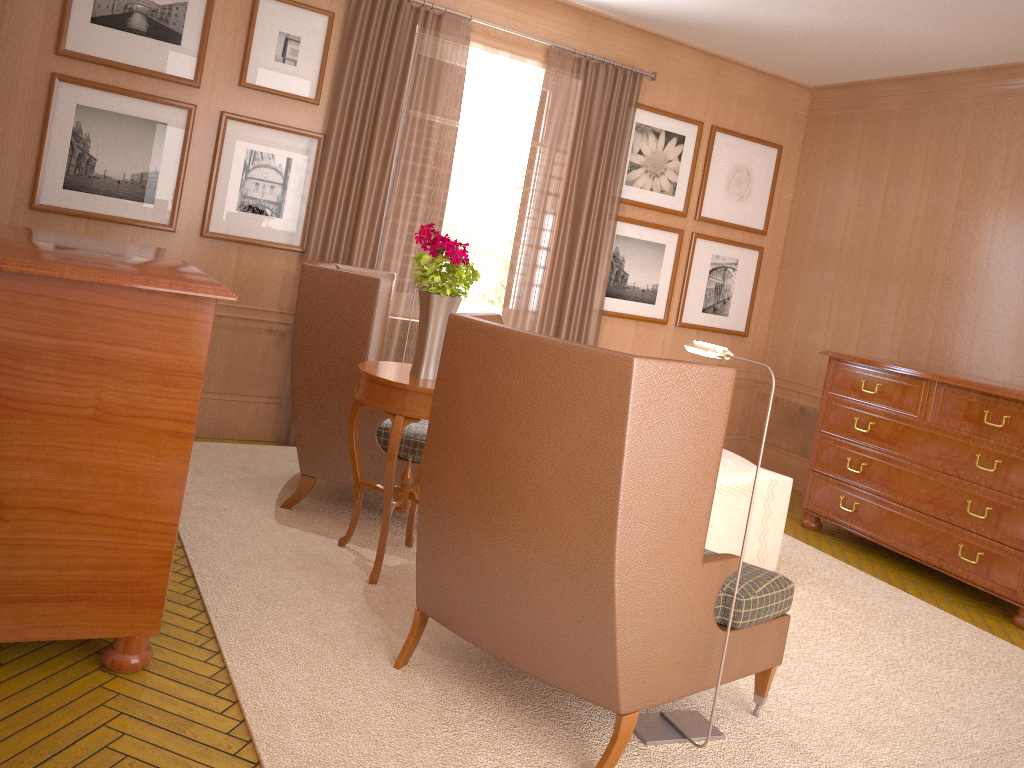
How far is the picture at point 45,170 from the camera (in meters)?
7.81

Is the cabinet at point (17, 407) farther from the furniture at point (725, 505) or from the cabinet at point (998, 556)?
the cabinet at point (998, 556)

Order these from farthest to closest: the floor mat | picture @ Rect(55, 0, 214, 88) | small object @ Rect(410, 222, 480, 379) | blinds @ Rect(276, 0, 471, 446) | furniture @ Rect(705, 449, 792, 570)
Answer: blinds @ Rect(276, 0, 471, 446) → picture @ Rect(55, 0, 214, 88) → furniture @ Rect(705, 449, 792, 570) → small object @ Rect(410, 222, 480, 379) → the floor mat

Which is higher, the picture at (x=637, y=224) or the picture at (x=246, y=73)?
the picture at (x=246, y=73)

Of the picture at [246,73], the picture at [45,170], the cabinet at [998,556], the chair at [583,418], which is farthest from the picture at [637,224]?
the chair at [583,418]

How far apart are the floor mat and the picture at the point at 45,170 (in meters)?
2.09

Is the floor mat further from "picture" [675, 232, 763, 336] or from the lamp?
"picture" [675, 232, 763, 336]

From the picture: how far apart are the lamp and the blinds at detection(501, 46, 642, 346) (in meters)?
5.29

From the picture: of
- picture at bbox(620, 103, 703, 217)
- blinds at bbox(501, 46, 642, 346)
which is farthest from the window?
picture at bbox(620, 103, 703, 217)

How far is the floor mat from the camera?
4.43m
